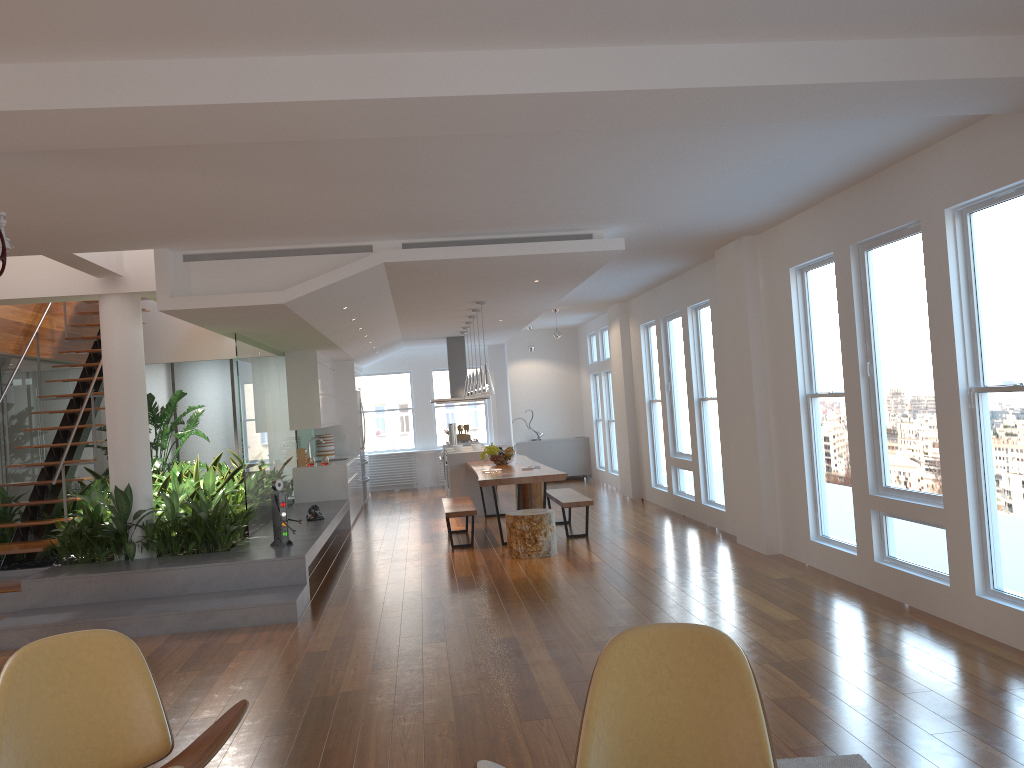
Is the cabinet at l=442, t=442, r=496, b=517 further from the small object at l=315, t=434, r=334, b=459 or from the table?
the small object at l=315, t=434, r=334, b=459

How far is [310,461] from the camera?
11.3 meters

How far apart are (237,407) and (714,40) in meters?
9.5

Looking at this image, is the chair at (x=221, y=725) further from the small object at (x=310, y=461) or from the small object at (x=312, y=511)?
the small object at (x=310, y=461)

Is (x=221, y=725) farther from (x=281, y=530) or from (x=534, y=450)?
(x=534, y=450)

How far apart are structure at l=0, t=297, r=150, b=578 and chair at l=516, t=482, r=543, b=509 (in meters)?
5.08

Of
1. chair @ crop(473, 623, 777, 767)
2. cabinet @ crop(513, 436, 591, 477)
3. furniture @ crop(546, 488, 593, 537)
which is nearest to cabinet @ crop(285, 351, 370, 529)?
furniture @ crop(546, 488, 593, 537)

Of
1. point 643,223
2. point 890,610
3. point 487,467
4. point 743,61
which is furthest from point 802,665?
point 487,467

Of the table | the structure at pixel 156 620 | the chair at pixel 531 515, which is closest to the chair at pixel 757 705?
the structure at pixel 156 620

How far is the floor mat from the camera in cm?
331
